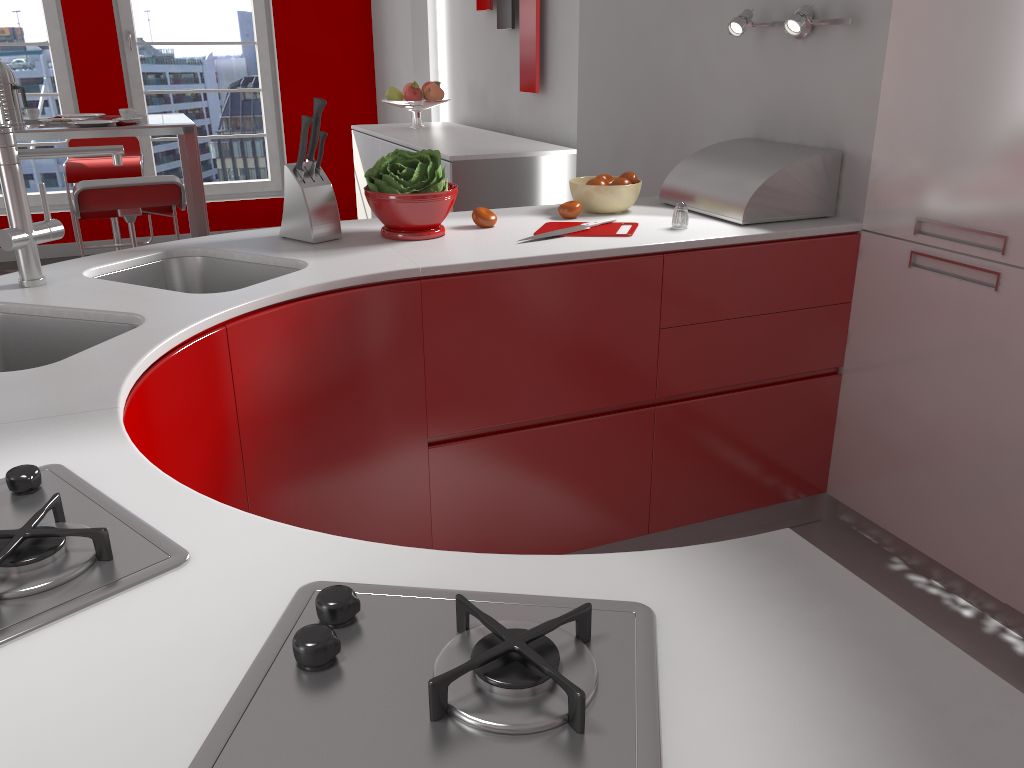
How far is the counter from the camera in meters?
0.6

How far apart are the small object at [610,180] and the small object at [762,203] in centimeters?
19cm

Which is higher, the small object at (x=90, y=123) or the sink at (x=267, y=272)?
the small object at (x=90, y=123)

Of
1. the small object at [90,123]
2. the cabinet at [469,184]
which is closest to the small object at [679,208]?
the cabinet at [469,184]

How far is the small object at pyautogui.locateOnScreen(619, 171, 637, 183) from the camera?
2.5m

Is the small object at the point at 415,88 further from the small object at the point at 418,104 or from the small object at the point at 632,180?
the small object at the point at 632,180

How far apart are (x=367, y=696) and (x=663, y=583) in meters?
0.3

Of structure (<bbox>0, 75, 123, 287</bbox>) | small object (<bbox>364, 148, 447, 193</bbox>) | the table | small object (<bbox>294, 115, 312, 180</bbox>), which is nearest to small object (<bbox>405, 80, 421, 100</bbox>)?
the table

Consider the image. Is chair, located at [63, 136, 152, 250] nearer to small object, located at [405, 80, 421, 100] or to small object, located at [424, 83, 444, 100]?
small object, located at [405, 80, 421, 100]

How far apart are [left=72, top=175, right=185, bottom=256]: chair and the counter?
1.4 meters
